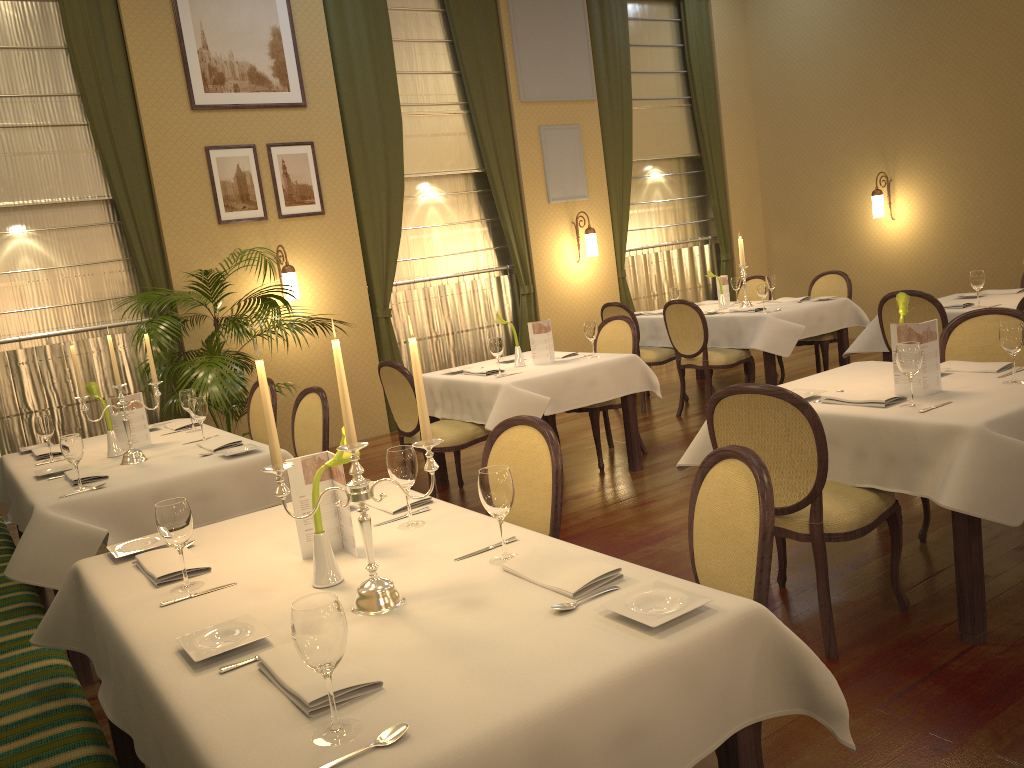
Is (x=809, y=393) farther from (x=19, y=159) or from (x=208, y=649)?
(x=19, y=159)

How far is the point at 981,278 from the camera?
5.50m

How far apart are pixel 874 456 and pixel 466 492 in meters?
3.1 m

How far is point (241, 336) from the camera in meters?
6.9

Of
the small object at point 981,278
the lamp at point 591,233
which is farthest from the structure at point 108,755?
the lamp at point 591,233

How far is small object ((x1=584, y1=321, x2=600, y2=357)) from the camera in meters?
5.6 m

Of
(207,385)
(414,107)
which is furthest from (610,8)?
(207,385)

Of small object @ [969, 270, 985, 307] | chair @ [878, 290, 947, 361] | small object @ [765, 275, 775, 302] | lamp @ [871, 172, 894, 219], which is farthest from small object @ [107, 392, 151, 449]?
lamp @ [871, 172, 894, 219]

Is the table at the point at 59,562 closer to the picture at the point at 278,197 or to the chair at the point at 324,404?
the chair at the point at 324,404

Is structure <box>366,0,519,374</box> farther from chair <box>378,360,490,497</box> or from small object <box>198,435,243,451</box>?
small object <box>198,435,243,451</box>
